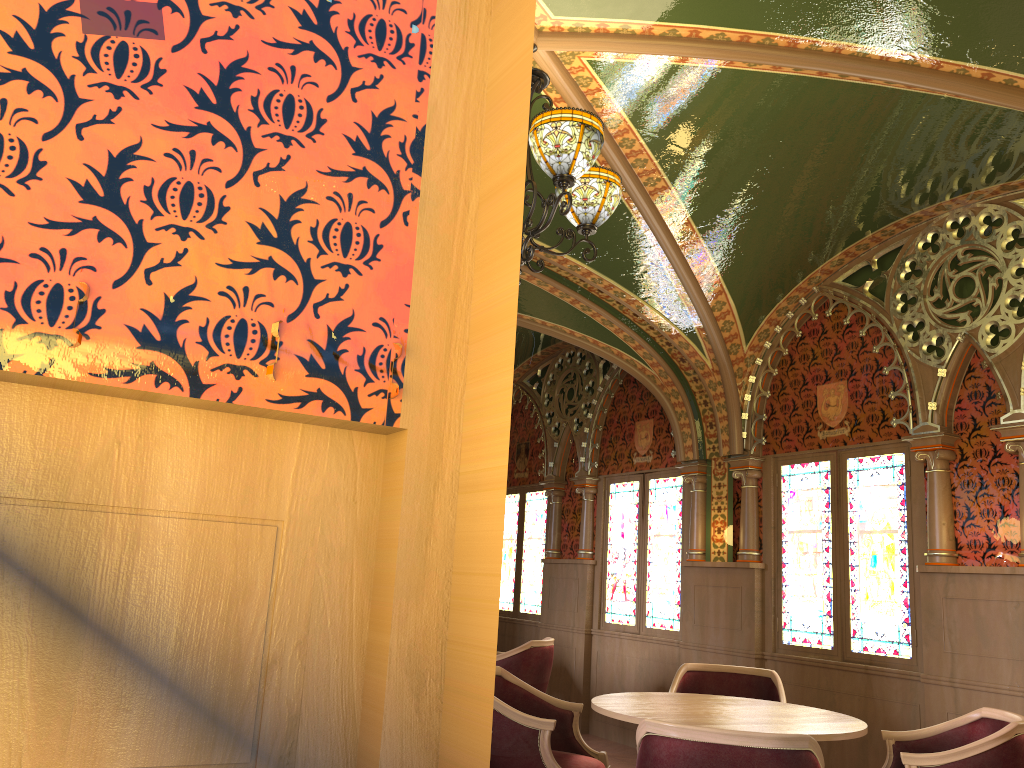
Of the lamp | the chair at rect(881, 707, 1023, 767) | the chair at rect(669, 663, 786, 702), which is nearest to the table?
the chair at rect(881, 707, 1023, 767)

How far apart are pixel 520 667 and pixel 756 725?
3.1m

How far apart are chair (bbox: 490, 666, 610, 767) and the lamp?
1.8 meters

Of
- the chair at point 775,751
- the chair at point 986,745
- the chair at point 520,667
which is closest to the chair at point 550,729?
the chair at point 775,751

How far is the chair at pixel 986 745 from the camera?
3.33m

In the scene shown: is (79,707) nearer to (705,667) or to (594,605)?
(705,667)

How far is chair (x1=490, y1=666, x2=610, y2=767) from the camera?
3.66m

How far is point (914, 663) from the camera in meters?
5.2 m

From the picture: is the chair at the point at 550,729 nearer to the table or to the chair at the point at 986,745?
the table

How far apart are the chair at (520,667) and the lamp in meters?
3.6
